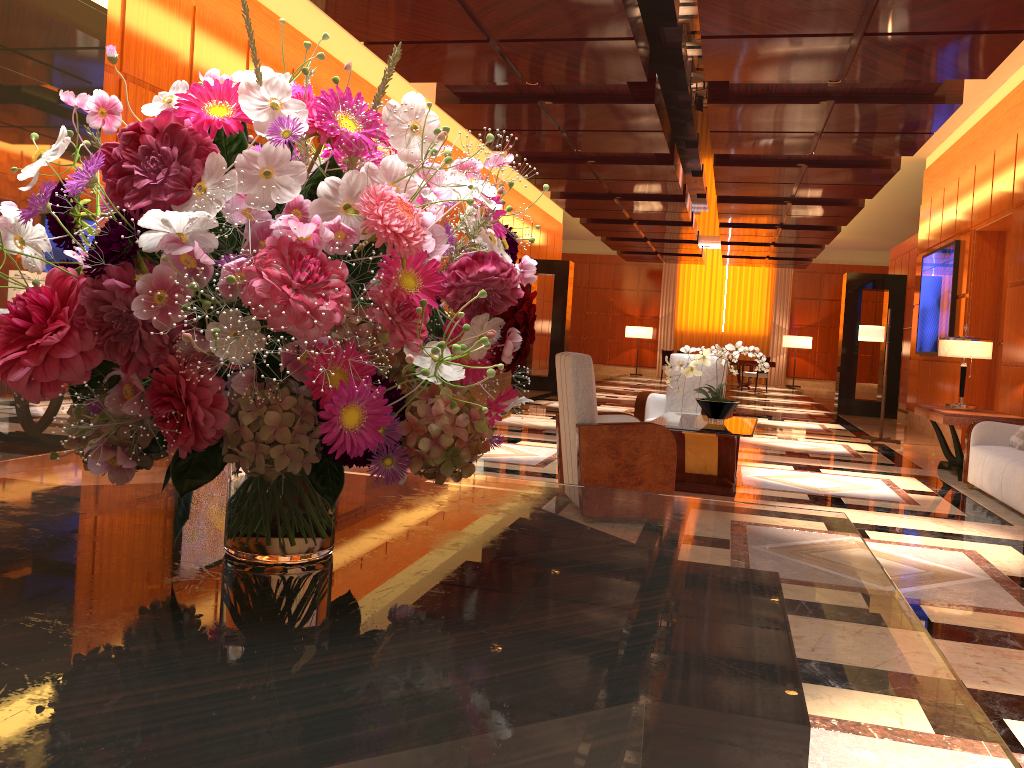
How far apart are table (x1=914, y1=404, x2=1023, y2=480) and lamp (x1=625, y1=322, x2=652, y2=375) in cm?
1802

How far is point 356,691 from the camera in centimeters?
75cm

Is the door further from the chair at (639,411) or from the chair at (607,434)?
the chair at (607,434)

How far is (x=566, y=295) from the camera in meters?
16.7

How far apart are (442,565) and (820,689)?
0.5m

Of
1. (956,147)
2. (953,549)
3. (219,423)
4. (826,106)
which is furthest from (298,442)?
(956,147)

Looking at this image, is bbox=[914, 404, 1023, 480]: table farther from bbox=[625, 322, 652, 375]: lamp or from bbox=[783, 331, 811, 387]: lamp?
bbox=[625, 322, 652, 375]: lamp

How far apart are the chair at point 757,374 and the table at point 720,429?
15.17m

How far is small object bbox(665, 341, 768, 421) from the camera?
6.56m

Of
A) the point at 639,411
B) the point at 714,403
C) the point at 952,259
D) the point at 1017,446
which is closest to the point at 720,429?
the point at 714,403
